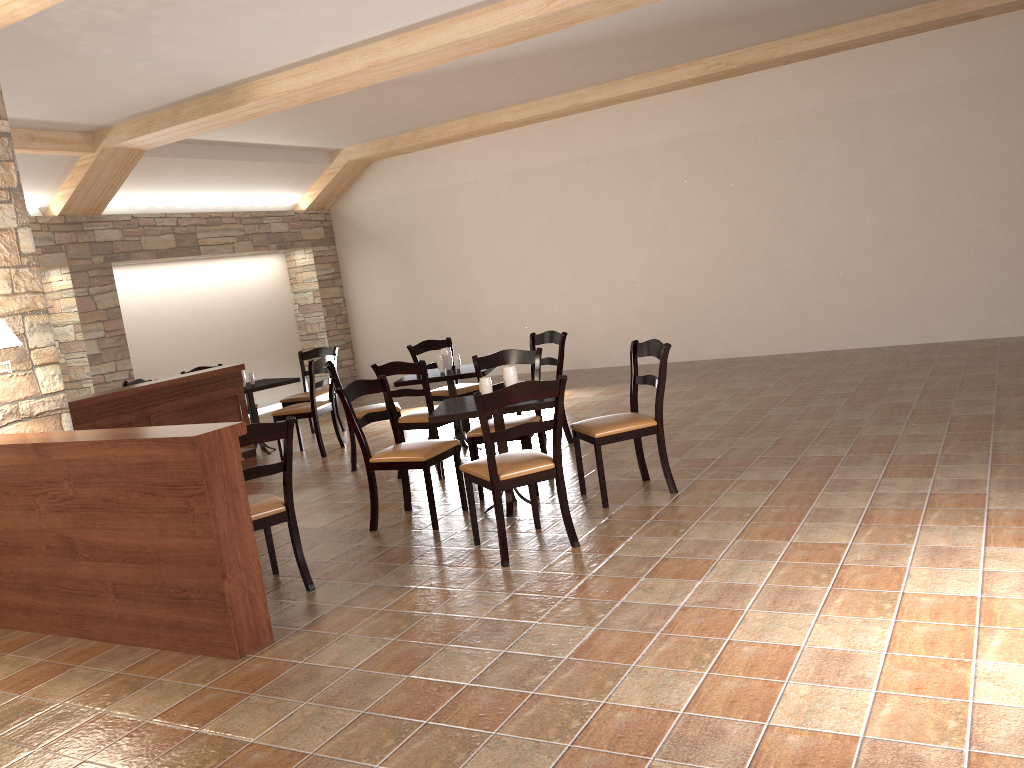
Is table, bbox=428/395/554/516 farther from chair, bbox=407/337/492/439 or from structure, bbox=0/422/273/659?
chair, bbox=407/337/492/439

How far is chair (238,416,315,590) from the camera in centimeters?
400cm

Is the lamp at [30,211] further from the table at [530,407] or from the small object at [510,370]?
the small object at [510,370]

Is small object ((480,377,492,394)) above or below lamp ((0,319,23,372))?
below

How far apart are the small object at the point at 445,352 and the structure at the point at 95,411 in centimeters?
169cm

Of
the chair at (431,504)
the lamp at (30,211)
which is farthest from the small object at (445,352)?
the lamp at (30,211)

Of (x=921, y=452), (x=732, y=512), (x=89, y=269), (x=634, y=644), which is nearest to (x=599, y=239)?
(x=89, y=269)

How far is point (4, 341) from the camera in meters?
4.2

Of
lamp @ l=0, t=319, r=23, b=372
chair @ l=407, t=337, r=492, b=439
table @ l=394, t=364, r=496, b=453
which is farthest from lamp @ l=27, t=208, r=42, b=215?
lamp @ l=0, t=319, r=23, b=372

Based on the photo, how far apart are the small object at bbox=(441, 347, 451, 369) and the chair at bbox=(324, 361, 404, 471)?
0.60m
